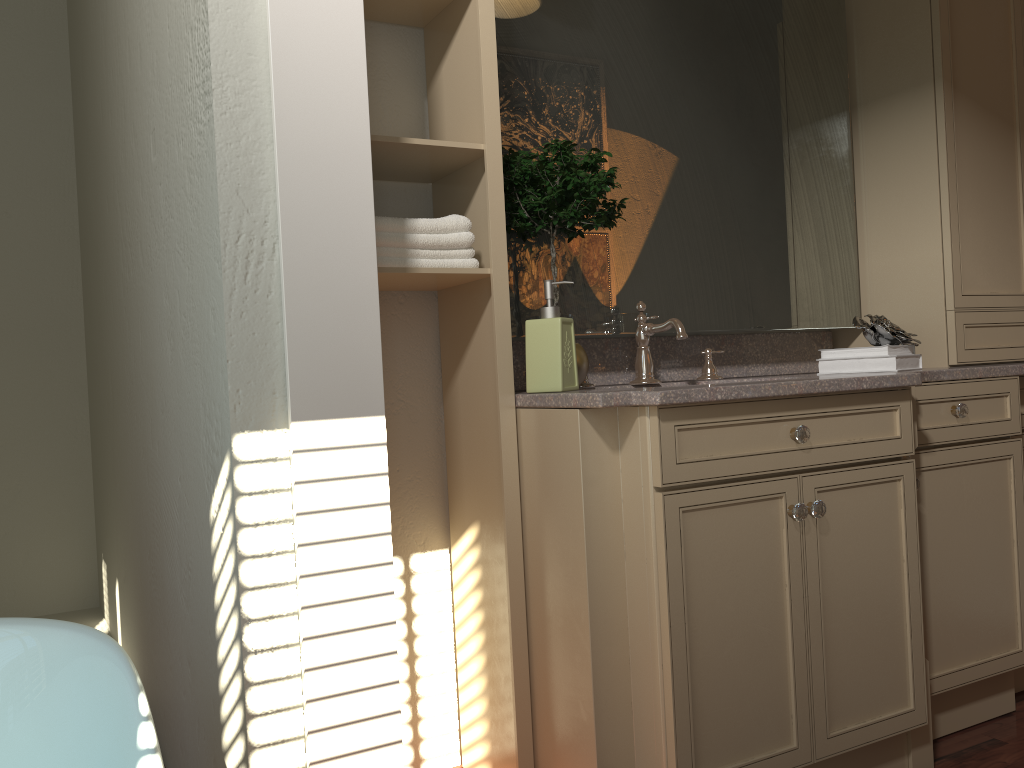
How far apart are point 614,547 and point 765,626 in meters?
0.3

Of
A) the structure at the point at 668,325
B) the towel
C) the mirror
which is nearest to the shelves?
the towel

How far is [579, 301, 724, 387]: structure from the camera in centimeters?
215cm

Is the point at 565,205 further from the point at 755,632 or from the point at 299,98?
the point at 755,632

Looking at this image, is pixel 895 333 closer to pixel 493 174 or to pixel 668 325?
pixel 668 325

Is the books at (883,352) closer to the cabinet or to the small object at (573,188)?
the cabinet

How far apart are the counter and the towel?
0.3 meters

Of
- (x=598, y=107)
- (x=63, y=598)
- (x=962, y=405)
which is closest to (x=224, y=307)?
(x=598, y=107)

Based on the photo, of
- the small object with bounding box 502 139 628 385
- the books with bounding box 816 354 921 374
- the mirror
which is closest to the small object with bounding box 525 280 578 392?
the small object with bounding box 502 139 628 385

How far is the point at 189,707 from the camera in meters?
1.9 m
